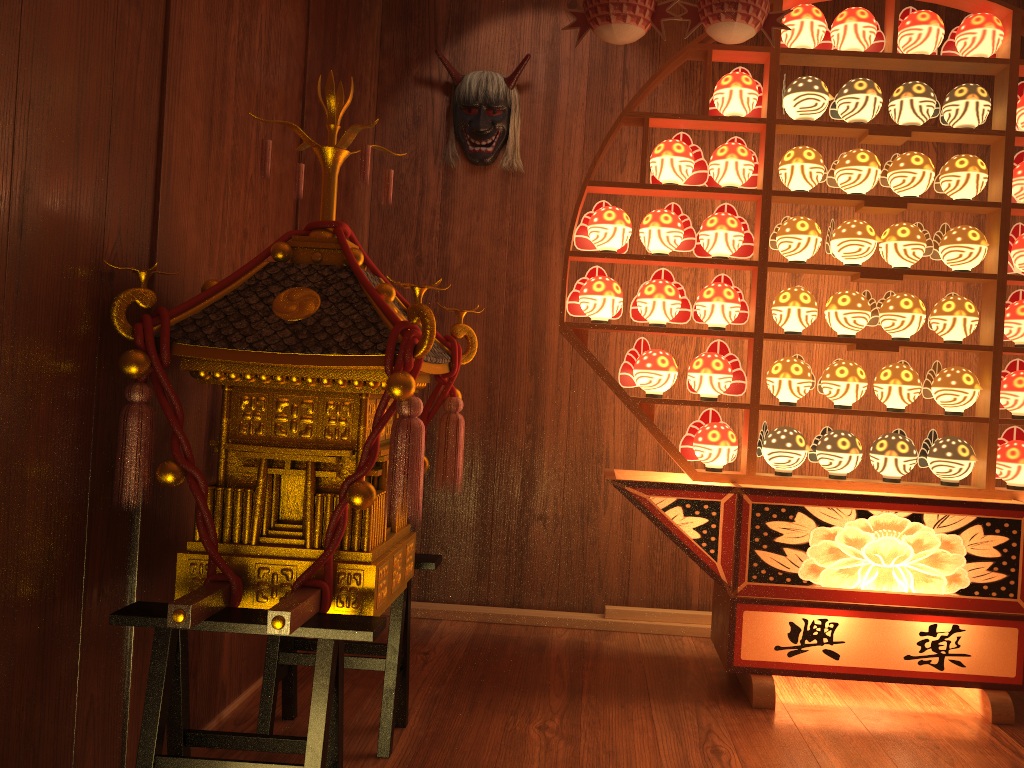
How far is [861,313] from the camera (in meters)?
2.65

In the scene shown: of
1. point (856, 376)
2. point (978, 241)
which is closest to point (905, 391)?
point (856, 376)

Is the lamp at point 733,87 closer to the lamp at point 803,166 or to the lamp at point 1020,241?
the lamp at point 803,166

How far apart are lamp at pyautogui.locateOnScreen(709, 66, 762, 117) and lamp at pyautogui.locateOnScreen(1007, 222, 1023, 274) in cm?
87

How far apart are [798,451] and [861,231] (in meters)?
0.69

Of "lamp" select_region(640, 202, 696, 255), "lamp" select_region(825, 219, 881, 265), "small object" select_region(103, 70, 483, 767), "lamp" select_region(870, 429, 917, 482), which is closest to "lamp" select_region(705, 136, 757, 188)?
"lamp" select_region(640, 202, 696, 255)

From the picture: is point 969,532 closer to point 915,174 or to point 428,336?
point 915,174

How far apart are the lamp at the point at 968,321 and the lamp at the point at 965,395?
0.1m

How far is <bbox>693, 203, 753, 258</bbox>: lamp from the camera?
2.7m

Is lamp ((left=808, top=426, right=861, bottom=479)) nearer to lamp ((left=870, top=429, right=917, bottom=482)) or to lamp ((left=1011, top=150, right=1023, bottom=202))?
lamp ((left=870, top=429, right=917, bottom=482))
